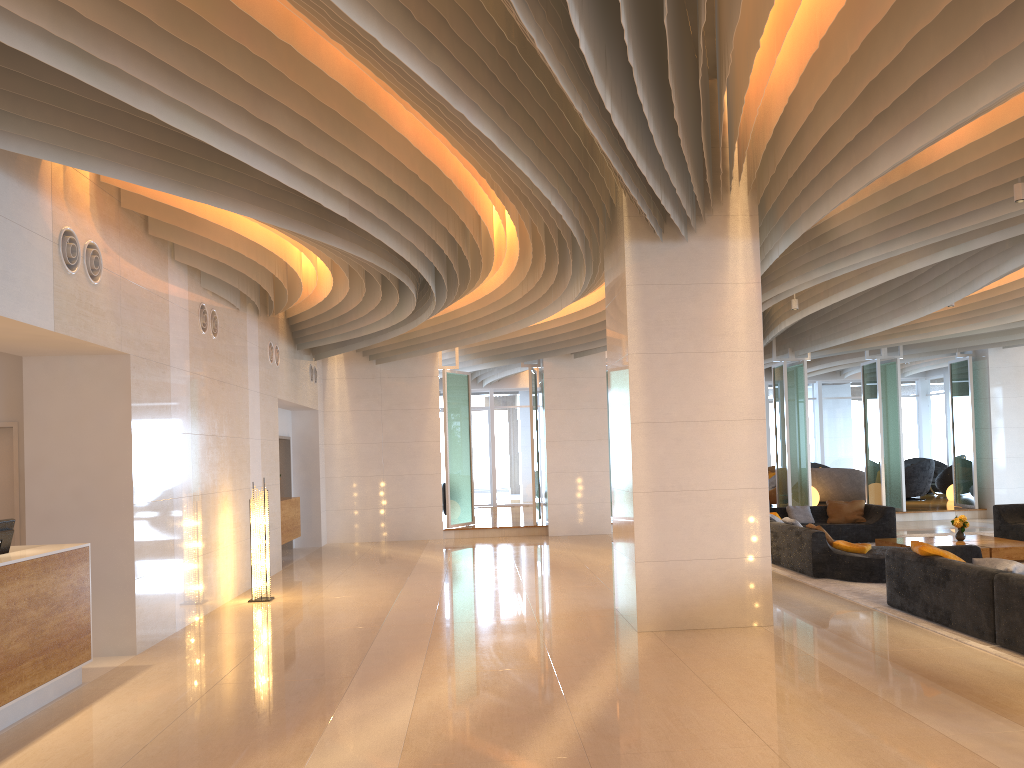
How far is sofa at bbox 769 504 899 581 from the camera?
10.3m

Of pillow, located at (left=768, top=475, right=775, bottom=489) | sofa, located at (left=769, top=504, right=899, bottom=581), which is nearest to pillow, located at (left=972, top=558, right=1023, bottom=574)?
sofa, located at (left=769, top=504, right=899, bottom=581)

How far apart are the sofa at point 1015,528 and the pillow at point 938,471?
10.9m

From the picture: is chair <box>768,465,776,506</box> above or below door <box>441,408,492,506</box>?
below

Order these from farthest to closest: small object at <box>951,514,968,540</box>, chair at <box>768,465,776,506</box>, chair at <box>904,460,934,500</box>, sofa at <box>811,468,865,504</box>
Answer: chair at <box>904,460,934,500</box>
chair at <box>768,465,776,506</box>
sofa at <box>811,468,865,504</box>
small object at <box>951,514,968,540</box>

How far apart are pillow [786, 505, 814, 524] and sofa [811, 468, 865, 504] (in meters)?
6.24

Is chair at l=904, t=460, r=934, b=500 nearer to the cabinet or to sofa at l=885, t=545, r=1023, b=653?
Answer: sofa at l=885, t=545, r=1023, b=653

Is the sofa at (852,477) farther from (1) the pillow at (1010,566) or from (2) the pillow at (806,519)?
(1) the pillow at (1010,566)

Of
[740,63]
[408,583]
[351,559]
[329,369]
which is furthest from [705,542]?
[329,369]

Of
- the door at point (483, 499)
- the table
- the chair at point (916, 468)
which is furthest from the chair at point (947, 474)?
the door at point (483, 499)
